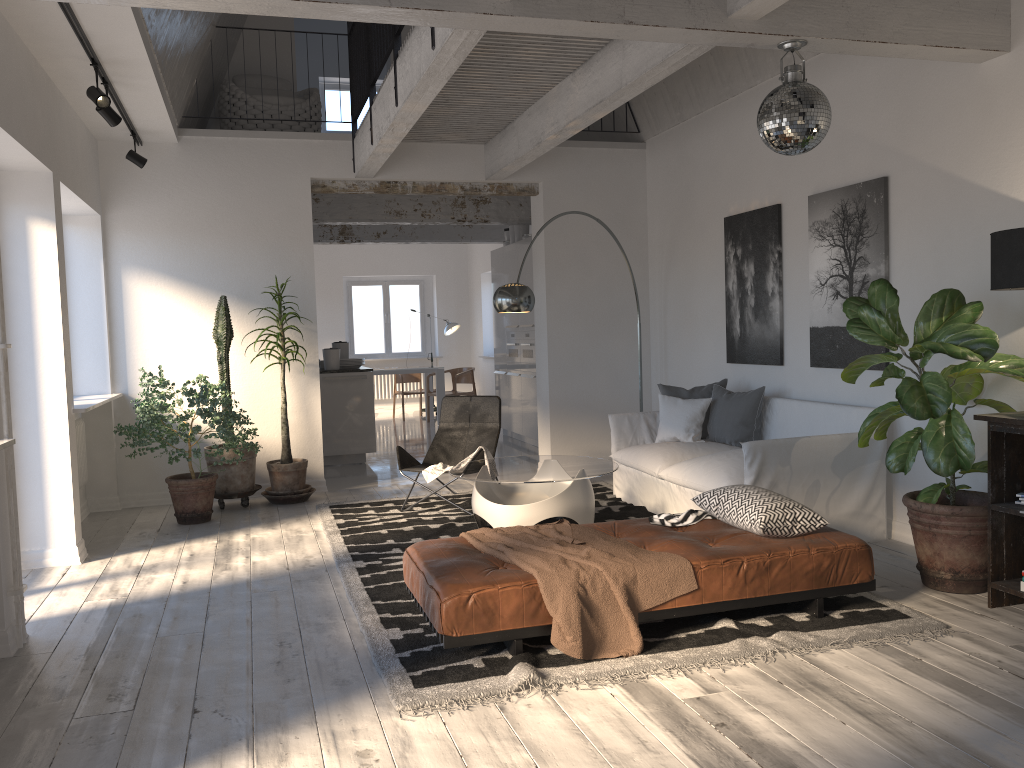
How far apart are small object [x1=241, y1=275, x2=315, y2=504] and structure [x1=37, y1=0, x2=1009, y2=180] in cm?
123

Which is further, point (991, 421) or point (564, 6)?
point (991, 421)

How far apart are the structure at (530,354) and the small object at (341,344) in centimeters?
203cm

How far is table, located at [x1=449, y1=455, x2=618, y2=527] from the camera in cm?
540

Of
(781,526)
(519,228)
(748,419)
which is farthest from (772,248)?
(519,228)

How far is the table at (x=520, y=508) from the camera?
5.4m

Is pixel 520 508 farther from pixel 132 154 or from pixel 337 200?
pixel 337 200

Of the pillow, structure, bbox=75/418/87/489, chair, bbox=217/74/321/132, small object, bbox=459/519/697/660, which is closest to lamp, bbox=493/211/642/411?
the pillow

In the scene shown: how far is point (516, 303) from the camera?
6.5 meters

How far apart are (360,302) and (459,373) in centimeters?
321cm
